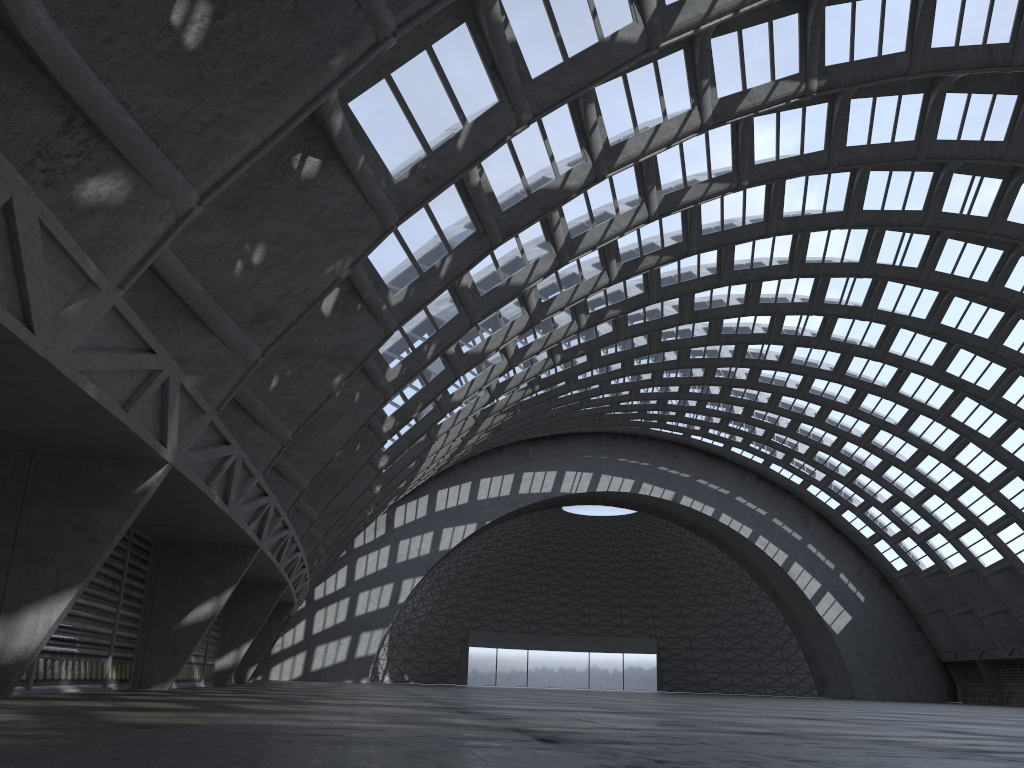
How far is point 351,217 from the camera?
12.87m
